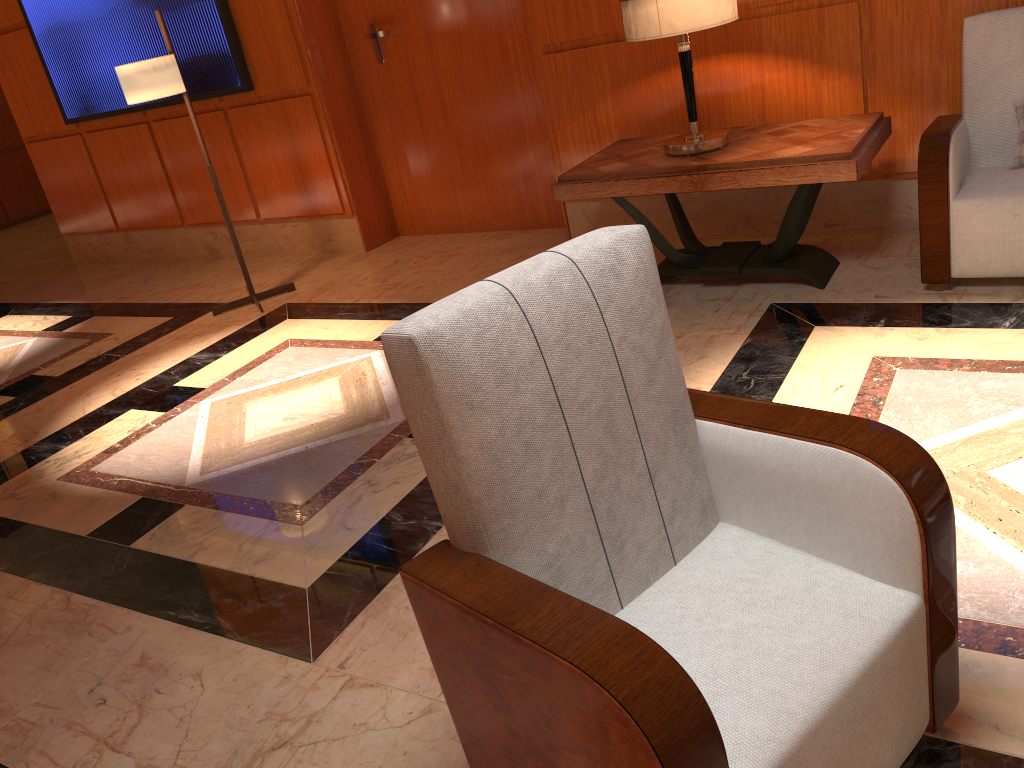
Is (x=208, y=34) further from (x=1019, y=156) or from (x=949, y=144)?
(x=1019, y=156)

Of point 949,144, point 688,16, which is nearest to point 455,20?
point 688,16

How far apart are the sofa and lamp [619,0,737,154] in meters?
0.8 m

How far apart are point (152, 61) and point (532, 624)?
4.1m

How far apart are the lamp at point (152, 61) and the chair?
3.67m

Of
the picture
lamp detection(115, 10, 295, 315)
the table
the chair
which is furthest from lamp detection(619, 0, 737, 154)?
the picture

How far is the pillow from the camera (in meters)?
3.25

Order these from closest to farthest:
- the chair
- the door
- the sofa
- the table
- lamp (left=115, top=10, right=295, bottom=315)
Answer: the chair → the sofa → the table → lamp (left=115, top=10, right=295, bottom=315) → the door

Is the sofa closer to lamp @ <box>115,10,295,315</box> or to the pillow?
the pillow

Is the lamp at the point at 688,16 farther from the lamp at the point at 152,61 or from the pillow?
the lamp at the point at 152,61
